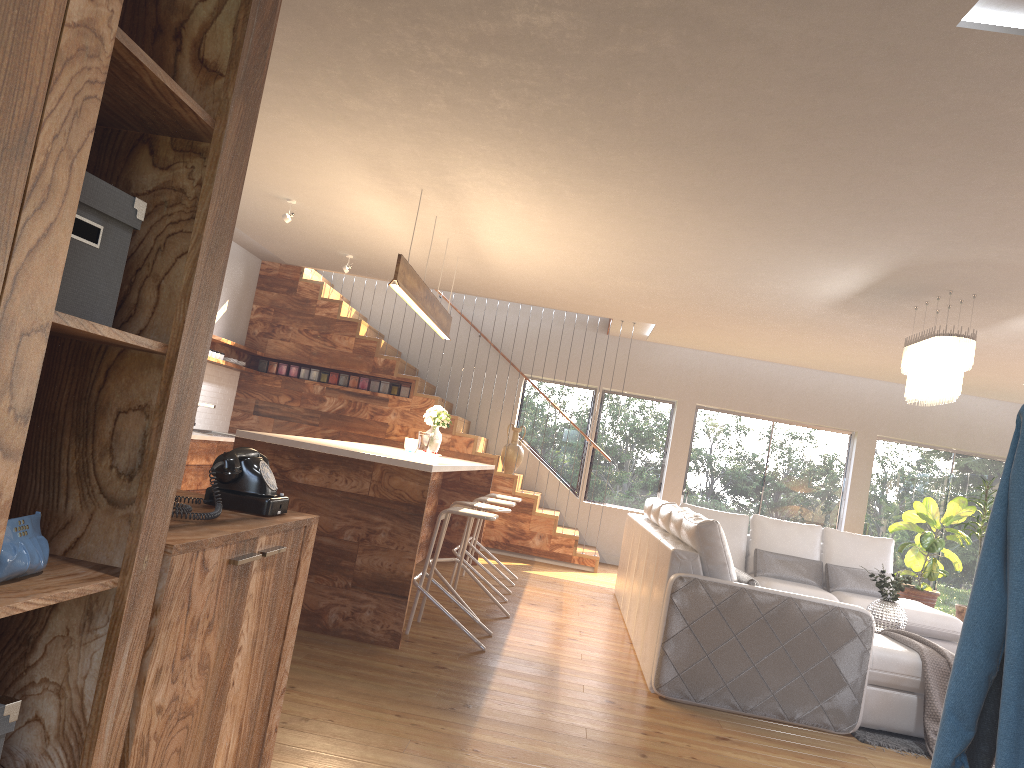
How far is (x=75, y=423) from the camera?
1.52m

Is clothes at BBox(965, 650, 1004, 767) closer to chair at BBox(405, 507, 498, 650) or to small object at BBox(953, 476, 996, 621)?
chair at BBox(405, 507, 498, 650)

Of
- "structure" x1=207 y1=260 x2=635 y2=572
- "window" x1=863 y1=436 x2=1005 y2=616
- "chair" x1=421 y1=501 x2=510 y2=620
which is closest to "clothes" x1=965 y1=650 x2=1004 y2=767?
"chair" x1=421 y1=501 x2=510 y2=620

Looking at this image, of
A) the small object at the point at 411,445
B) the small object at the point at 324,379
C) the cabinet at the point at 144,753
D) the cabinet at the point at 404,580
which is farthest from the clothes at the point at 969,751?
the small object at the point at 324,379

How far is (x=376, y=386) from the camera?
10.1 meters

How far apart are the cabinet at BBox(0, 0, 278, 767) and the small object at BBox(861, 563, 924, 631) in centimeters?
590cm

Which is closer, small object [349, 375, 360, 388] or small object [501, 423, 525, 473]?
small object [501, 423, 525, 473]

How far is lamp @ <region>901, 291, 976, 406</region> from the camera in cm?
596

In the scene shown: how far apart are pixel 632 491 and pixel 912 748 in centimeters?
674cm

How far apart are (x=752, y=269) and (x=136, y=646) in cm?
568
